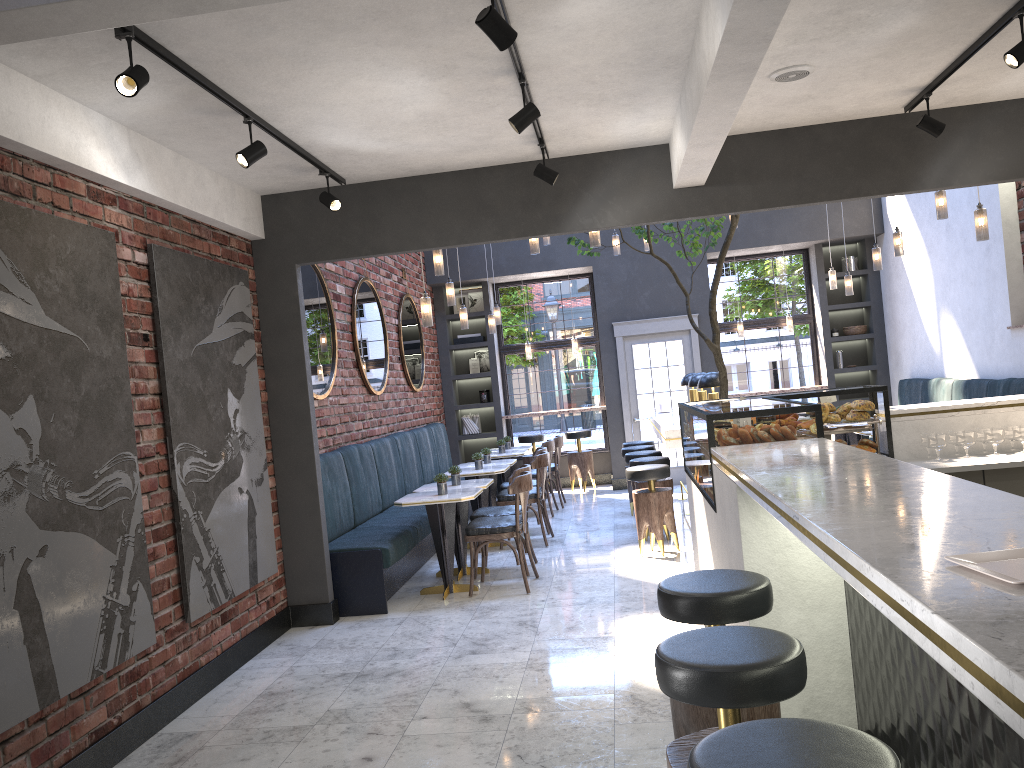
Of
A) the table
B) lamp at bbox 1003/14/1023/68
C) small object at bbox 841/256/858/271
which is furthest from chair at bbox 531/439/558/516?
lamp at bbox 1003/14/1023/68

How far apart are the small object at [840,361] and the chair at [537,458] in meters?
5.4 m

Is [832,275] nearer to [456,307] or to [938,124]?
[456,307]

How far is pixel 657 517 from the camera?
7.2 meters

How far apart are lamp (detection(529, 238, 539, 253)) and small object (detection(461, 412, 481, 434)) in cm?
531

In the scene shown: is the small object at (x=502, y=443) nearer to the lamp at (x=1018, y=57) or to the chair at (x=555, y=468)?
the chair at (x=555, y=468)

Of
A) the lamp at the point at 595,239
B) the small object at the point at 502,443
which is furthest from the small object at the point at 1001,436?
the small object at the point at 502,443

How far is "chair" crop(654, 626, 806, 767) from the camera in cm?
204

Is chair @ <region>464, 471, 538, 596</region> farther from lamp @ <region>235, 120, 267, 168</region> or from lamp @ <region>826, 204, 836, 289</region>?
lamp @ <region>826, 204, 836, 289</region>

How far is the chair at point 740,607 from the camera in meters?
2.7
